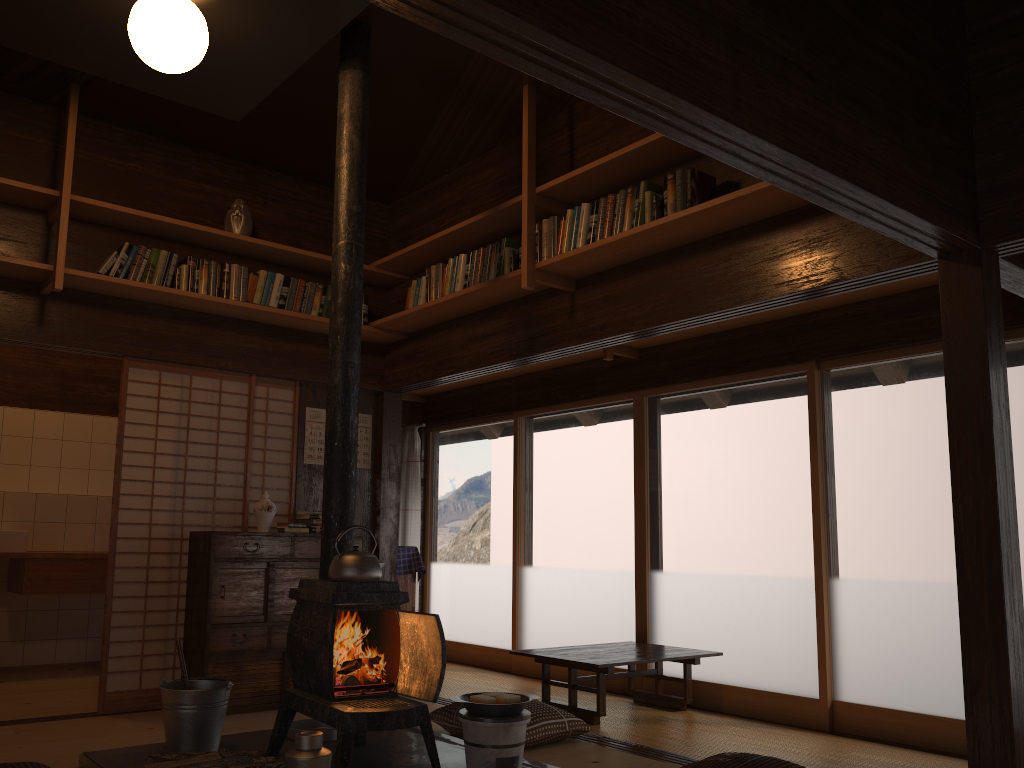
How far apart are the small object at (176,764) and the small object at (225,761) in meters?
0.0 m

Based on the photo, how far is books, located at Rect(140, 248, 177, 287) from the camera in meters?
5.0 m

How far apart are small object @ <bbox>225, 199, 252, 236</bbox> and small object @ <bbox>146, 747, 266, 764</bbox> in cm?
314

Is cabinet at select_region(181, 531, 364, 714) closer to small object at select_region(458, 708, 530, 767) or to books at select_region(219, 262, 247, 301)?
books at select_region(219, 262, 247, 301)

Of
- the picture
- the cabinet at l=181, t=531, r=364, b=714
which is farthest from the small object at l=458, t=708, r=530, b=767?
the picture

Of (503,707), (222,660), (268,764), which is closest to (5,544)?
(222,660)

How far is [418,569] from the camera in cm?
639

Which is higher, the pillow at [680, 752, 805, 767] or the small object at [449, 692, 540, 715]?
the small object at [449, 692, 540, 715]

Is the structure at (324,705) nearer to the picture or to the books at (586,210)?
the books at (586,210)

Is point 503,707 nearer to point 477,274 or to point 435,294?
point 477,274
